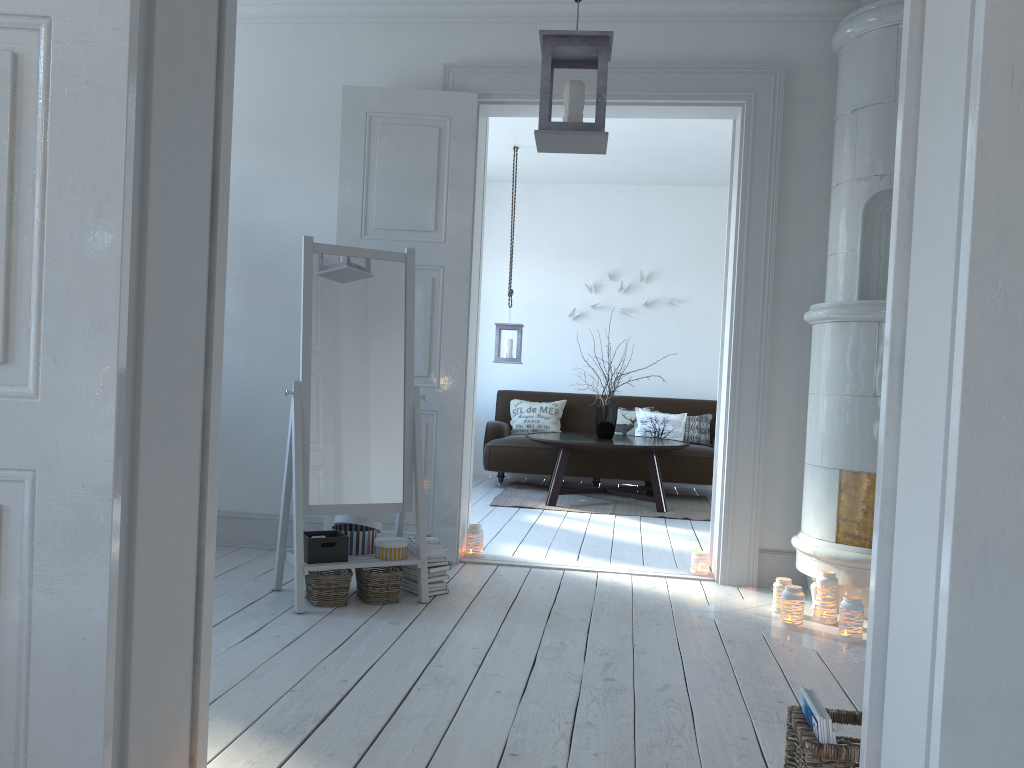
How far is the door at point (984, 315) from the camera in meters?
1.2 m

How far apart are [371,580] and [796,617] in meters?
1.7 m

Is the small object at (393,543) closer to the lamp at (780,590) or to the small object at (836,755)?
the lamp at (780,590)

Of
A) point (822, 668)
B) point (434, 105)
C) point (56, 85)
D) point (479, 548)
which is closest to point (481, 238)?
point (434, 105)

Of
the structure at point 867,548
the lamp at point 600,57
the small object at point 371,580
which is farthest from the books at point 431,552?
the lamp at point 600,57

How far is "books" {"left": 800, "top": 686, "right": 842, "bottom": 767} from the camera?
1.7 meters

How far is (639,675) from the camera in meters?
2.9 m

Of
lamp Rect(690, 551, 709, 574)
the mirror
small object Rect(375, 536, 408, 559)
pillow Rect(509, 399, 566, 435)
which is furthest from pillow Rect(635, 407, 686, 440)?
small object Rect(375, 536, 408, 559)

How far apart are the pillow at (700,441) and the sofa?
0.1 meters

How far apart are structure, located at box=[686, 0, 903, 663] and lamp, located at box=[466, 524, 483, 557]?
1.3m
